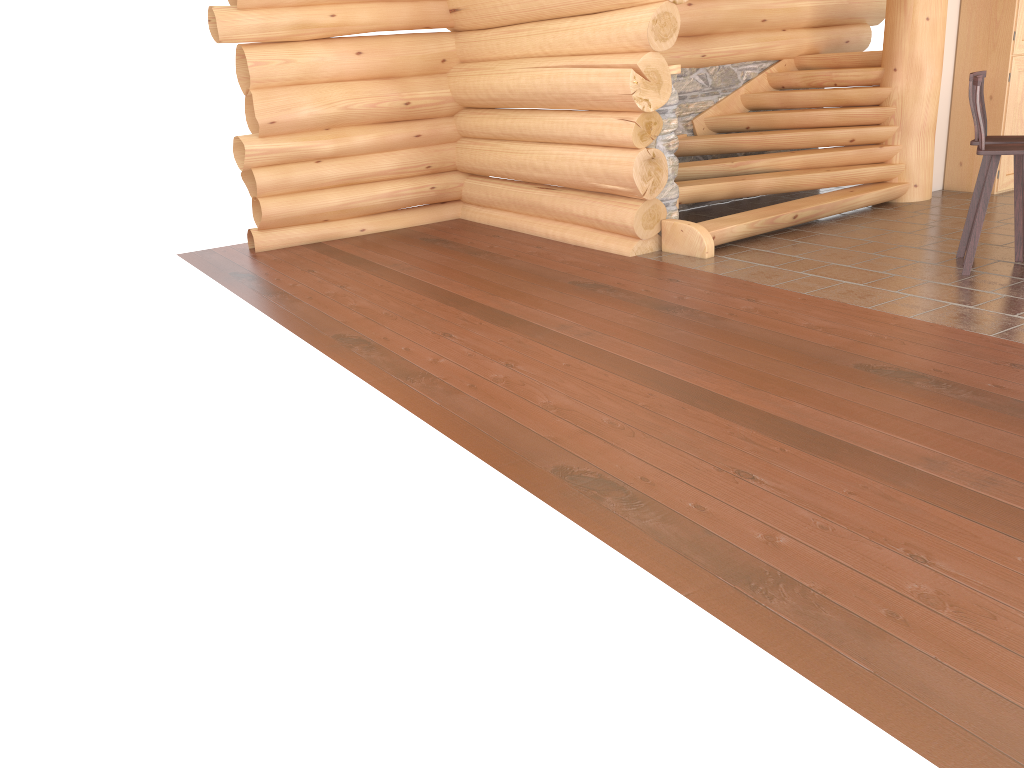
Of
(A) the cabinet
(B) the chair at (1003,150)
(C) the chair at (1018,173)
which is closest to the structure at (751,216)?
(A) the cabinet

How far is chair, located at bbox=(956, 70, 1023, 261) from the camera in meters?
6.3 m

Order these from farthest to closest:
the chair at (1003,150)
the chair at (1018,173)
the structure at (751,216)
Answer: the structure at (751,216)
the chair at (1018,173)
the chair at (1003,150)

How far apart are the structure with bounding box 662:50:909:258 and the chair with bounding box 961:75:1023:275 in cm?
188

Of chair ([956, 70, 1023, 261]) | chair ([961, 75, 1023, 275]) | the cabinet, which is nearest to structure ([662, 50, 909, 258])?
the cabinet

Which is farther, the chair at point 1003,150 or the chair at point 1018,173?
the chair at point 1018,173

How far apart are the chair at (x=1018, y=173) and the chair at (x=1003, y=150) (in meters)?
0.35

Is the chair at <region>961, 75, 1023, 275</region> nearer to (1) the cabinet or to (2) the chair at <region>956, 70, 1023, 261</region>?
(2) the chair at <region>956, 70, 1023, 261</region>

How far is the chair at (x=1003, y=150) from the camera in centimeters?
585cm

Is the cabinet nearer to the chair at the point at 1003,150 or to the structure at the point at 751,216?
the structure at the point at 751,216
